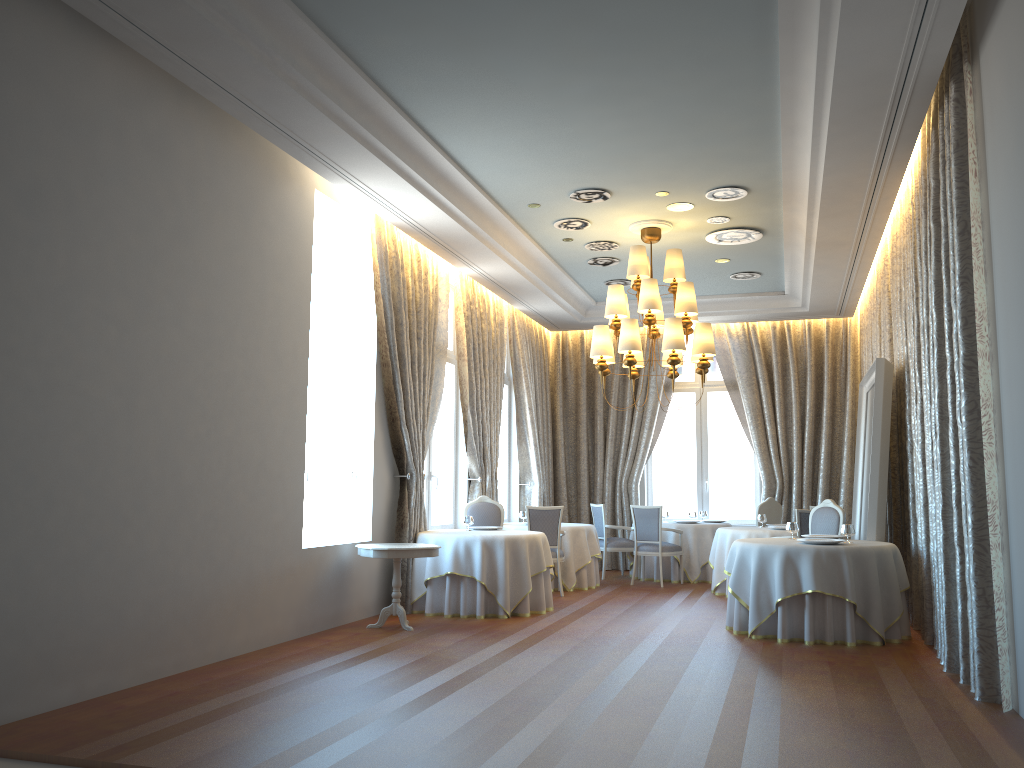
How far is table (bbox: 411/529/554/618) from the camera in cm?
907

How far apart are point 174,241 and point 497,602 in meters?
4.8

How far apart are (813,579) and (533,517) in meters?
4.1 m

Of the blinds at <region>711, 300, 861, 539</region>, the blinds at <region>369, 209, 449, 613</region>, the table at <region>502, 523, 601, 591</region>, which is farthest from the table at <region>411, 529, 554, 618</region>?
the blinds at <region>711, 300, 861, 539</region>

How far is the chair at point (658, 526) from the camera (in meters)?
12.23

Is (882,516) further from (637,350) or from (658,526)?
(658,526)

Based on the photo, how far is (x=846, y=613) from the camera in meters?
7.6

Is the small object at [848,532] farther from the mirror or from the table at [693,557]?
the table at [693,557]

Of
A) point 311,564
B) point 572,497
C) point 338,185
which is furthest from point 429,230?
point 572,497

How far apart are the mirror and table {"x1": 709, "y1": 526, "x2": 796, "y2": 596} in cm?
85
